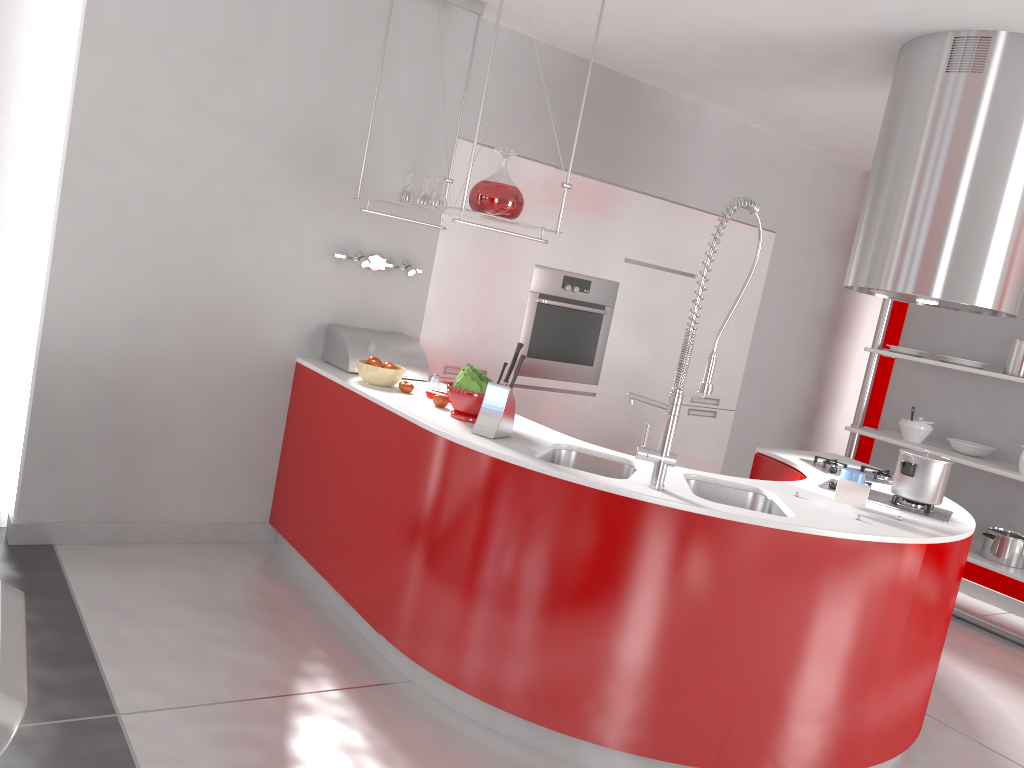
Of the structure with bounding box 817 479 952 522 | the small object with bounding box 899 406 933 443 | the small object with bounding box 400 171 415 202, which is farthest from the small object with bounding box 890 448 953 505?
the small object with bounding box 899 406 933 443

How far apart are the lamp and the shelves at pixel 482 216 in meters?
0.3

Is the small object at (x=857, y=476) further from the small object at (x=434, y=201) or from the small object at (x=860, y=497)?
the small object at (x=434, y=201)

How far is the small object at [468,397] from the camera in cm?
319

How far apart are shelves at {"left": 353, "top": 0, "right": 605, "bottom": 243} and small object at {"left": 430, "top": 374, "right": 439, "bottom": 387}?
0.7 meters

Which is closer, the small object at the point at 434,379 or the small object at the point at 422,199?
the small object at the point at 422,199

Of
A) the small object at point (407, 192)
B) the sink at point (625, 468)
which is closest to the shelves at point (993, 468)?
the sink at point (625, 468)

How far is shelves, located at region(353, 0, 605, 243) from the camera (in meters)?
3.29

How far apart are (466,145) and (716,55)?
1.23m

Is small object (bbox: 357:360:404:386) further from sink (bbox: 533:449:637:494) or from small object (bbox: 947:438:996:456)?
small object (bbox: 947:438:996:456)
